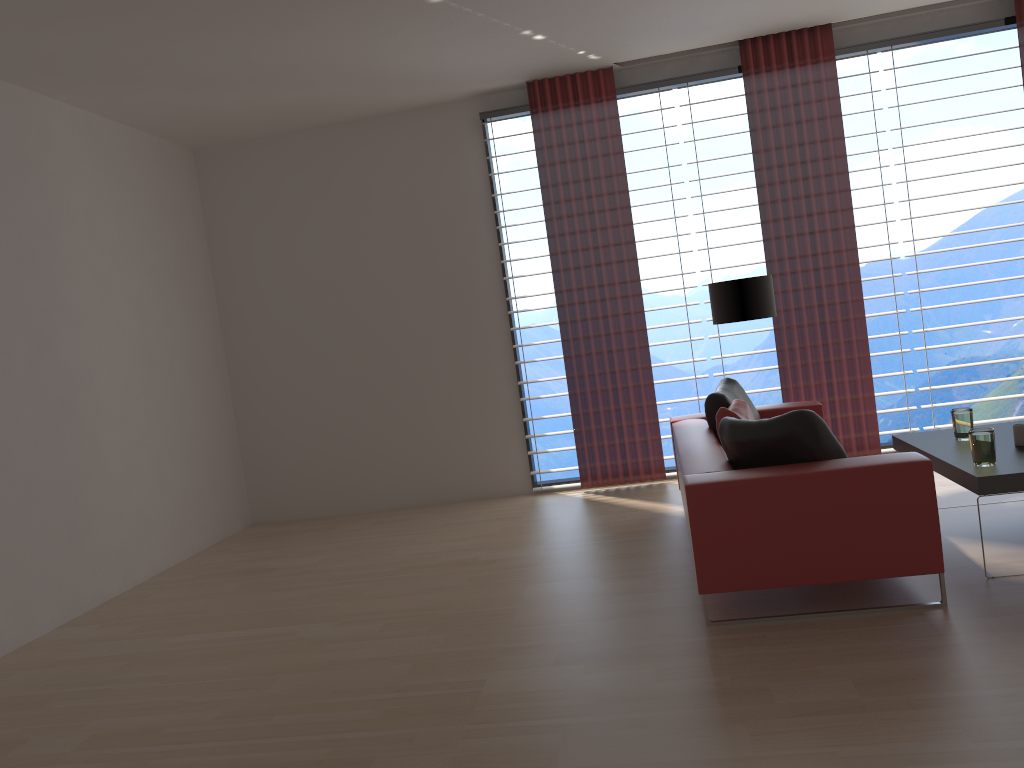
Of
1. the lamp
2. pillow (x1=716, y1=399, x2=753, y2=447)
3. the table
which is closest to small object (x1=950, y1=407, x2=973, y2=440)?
the table

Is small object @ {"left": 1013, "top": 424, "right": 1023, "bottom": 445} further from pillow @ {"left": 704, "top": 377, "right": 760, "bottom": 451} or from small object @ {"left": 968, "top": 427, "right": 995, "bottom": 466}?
pillow @ {"left": 704, "top": 377, "right": 760, "bottom": 451}

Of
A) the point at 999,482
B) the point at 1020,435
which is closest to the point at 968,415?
the point at 1020,435

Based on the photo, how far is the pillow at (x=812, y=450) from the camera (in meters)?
4.94

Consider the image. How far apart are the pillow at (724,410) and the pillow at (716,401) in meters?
0.1

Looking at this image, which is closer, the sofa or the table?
the sofa

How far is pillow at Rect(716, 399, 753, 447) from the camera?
6.2 meters

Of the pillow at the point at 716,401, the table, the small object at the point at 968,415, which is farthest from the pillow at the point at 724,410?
the small object at the point at 968,415

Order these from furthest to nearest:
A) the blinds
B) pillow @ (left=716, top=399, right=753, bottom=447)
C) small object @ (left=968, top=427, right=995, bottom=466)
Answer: the blinds
pillow @ (left=716, top=399, right=753, bottom=447)
small object @ (left=968, top=427, right=995, bottom=466)

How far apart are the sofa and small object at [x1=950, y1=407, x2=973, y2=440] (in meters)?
1.47
